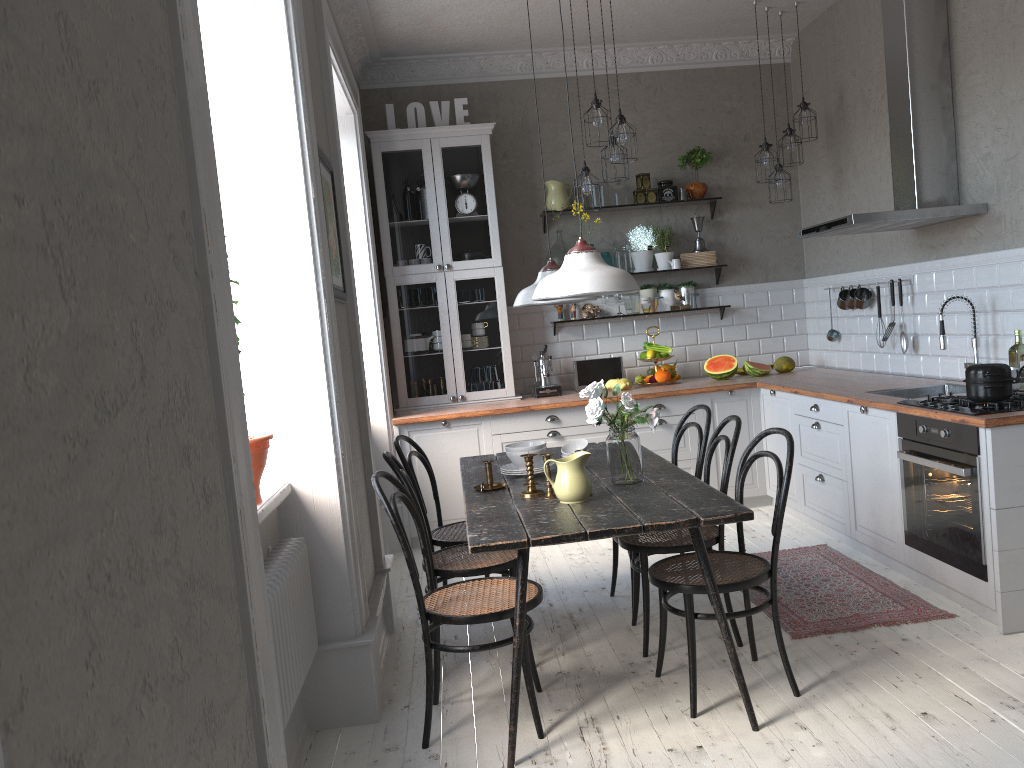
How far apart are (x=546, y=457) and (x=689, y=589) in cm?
69

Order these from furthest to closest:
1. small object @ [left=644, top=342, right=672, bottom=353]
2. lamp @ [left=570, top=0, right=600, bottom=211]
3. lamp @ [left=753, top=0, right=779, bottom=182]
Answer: small object @ [left=644, top=342, right=672, bottom=353] → lamp @ [left=753, top=0, right=779, bottom=182] → lamp @ [left=570, top=0, right=600, bottom=211]

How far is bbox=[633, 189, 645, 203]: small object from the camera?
6.4m

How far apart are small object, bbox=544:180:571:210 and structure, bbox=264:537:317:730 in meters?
3.8 m

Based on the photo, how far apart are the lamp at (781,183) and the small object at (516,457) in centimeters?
310cm

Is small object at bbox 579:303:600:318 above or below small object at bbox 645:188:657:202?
below

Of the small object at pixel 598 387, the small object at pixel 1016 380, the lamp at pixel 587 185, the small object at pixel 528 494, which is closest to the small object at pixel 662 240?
the lamp at pixel 587 185

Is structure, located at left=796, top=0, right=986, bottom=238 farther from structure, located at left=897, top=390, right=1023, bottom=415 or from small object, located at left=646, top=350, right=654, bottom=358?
small object, located at left=646, top=350, right=654, bottom=358

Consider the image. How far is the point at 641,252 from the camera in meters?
6.4 m

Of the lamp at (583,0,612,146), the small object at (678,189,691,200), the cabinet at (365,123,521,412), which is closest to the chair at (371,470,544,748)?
the lamp at (583,0,612,146)
